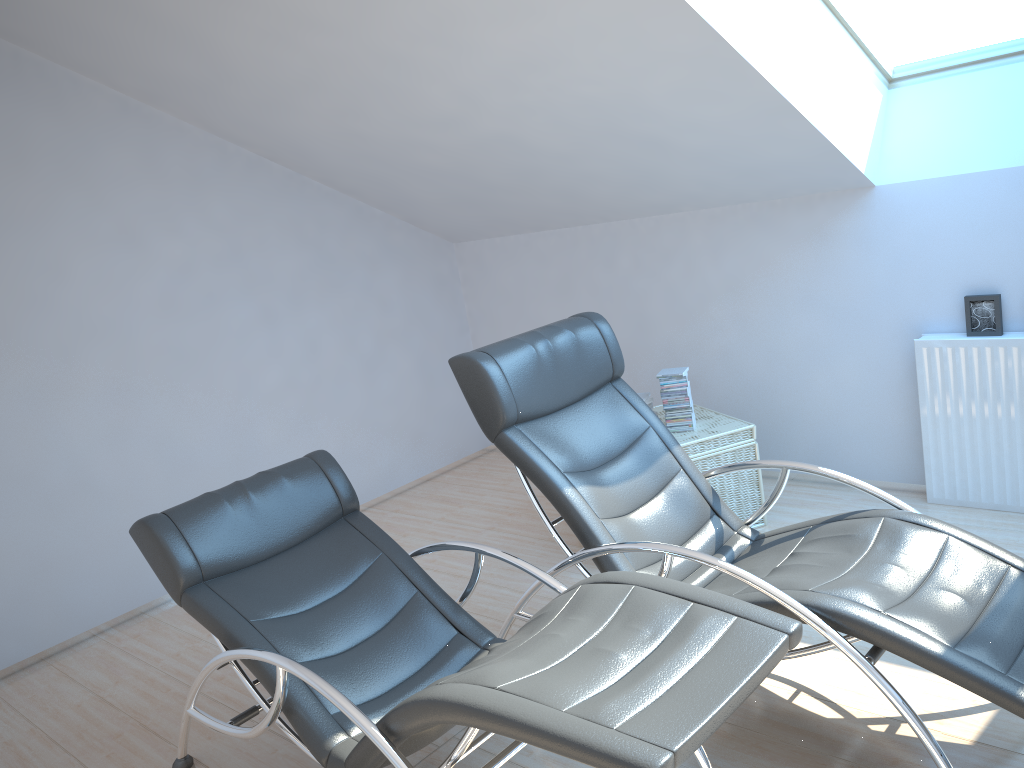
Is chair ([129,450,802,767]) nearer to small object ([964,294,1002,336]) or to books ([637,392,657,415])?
books ([637,392,657,415])

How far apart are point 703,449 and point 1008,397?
1.32m

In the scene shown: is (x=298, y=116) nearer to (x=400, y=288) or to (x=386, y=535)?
(x=400, y=288)

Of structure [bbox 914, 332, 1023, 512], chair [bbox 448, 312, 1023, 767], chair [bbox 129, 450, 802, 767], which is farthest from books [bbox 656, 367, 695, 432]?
chair [bbox 129, 450, 802, 767]

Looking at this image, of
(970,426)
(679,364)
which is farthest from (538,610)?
(970,426)

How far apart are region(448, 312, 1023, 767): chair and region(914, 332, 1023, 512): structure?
1.3 meters

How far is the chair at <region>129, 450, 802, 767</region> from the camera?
1.8m

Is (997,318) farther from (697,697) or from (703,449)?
(697,697)

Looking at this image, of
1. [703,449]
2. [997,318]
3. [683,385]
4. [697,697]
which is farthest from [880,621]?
[997,318]

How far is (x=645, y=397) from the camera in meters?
4.4 m
